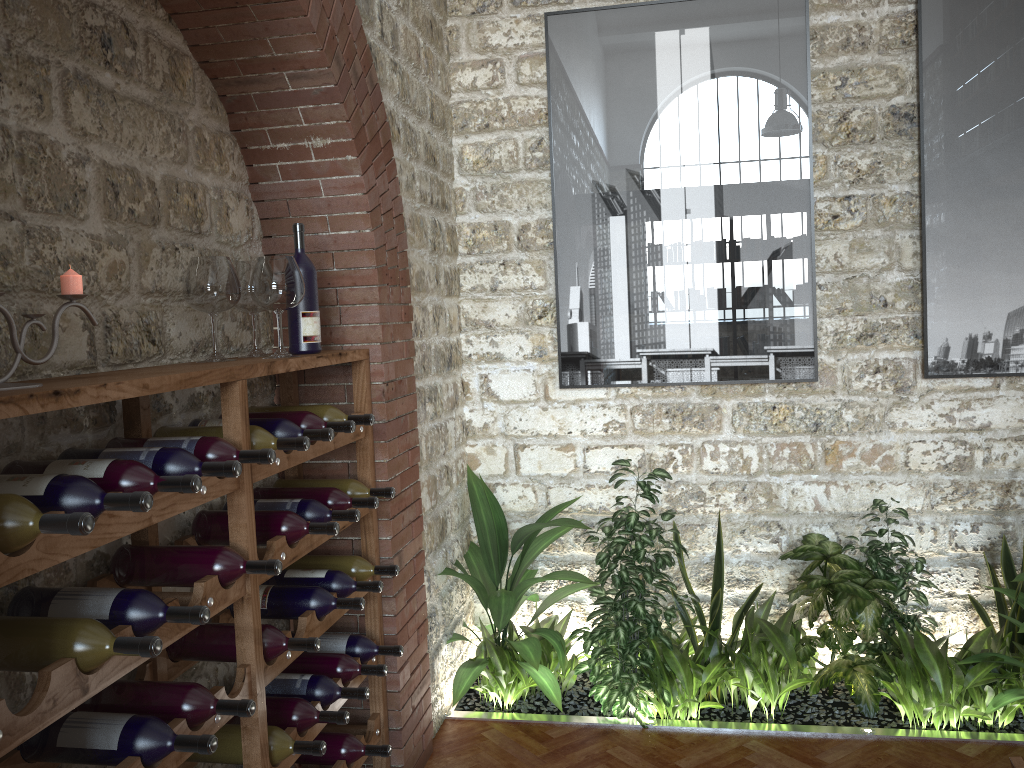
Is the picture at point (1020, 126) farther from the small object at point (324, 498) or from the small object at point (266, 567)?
the small object at point (266, 567)

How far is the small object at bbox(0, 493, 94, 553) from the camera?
1.48m

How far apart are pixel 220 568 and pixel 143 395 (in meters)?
0.54

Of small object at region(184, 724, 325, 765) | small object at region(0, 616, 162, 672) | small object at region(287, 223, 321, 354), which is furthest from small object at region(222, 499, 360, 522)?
small object at region(0, 616, 162, 672)

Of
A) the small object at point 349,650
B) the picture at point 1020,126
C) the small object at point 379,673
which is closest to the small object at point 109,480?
the small object at point 379,673

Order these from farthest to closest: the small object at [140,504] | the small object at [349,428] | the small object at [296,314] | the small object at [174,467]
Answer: the small object at [296,314]
the small object at [349,428]
the small object at [174,467]
the small object at [140,504]

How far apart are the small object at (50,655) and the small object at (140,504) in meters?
0.2

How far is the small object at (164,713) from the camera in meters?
2.0

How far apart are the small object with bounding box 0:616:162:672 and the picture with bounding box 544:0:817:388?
2.9 meters

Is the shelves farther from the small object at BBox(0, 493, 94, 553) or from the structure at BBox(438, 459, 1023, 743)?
the structure at BBox(438, 459, 1023, 743)
